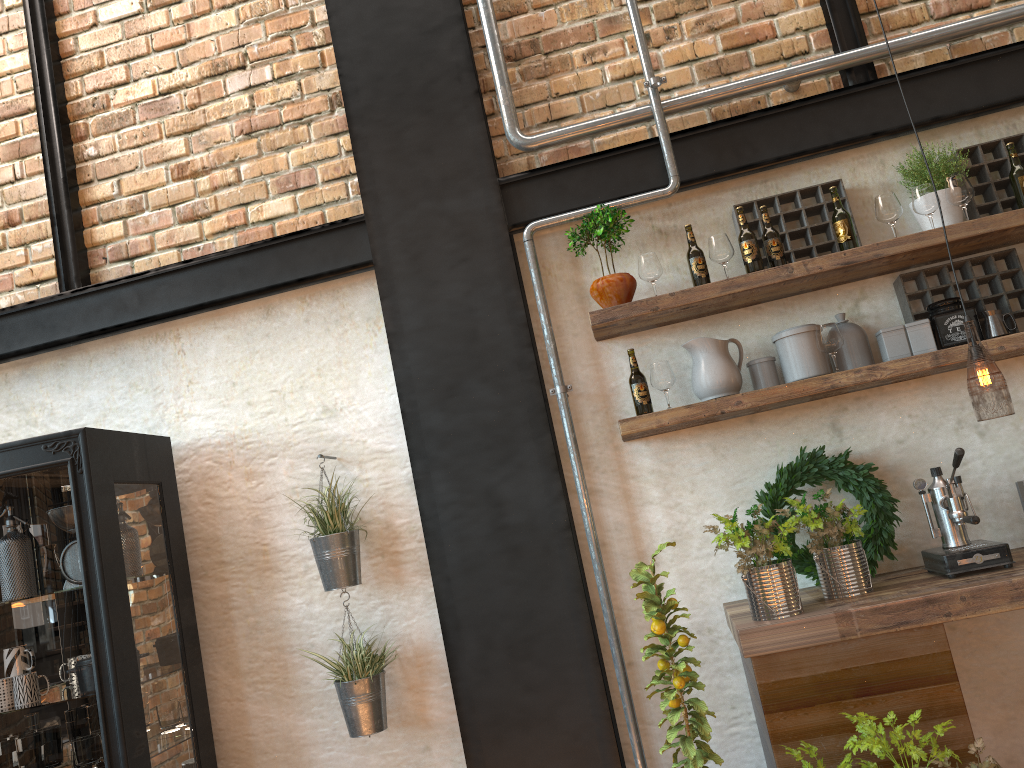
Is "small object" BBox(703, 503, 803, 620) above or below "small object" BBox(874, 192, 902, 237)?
below

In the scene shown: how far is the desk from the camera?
2.4 meters

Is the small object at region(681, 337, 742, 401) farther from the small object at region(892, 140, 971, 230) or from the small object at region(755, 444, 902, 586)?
the small object at region(892, 140, 971, 230)

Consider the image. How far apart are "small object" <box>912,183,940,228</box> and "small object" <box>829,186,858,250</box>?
0.2m

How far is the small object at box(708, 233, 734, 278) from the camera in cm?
306

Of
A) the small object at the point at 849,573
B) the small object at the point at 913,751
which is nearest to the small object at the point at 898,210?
the small object at the point at 849,573

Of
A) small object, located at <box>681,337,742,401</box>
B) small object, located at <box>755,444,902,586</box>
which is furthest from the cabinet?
small object, located at <box>755,444,902,586</box>

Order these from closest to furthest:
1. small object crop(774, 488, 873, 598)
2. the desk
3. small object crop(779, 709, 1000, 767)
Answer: small object crop(779, 709, 1000, 767) < the desk < small object crop(774, 488, 873, 598)

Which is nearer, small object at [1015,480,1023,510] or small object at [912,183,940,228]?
small object at [1015,480,1023,510]

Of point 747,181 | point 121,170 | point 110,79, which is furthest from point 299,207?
point 747,181
